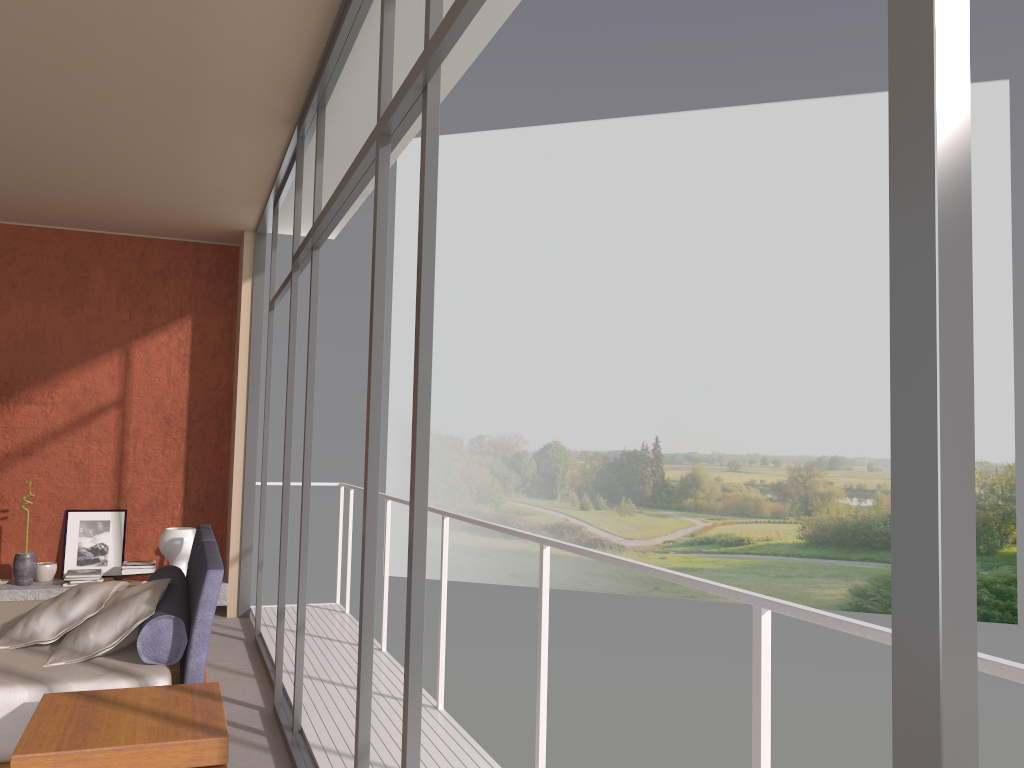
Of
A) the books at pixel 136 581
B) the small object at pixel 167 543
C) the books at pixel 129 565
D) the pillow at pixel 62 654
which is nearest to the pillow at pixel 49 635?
the pillow at pixel 62 654

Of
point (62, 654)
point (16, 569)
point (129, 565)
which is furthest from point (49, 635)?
point (16, 569)

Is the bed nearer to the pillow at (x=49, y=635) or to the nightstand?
the pillow at (x=49, y=635)

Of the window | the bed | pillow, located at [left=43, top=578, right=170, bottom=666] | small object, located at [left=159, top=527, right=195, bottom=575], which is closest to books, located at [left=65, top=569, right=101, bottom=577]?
the window

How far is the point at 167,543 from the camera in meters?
5.0 m

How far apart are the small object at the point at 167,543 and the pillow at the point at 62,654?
1.19m

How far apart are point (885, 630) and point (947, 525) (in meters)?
1.20

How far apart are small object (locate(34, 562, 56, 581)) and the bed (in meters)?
2.75

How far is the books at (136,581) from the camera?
5.2 meters

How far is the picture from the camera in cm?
722
